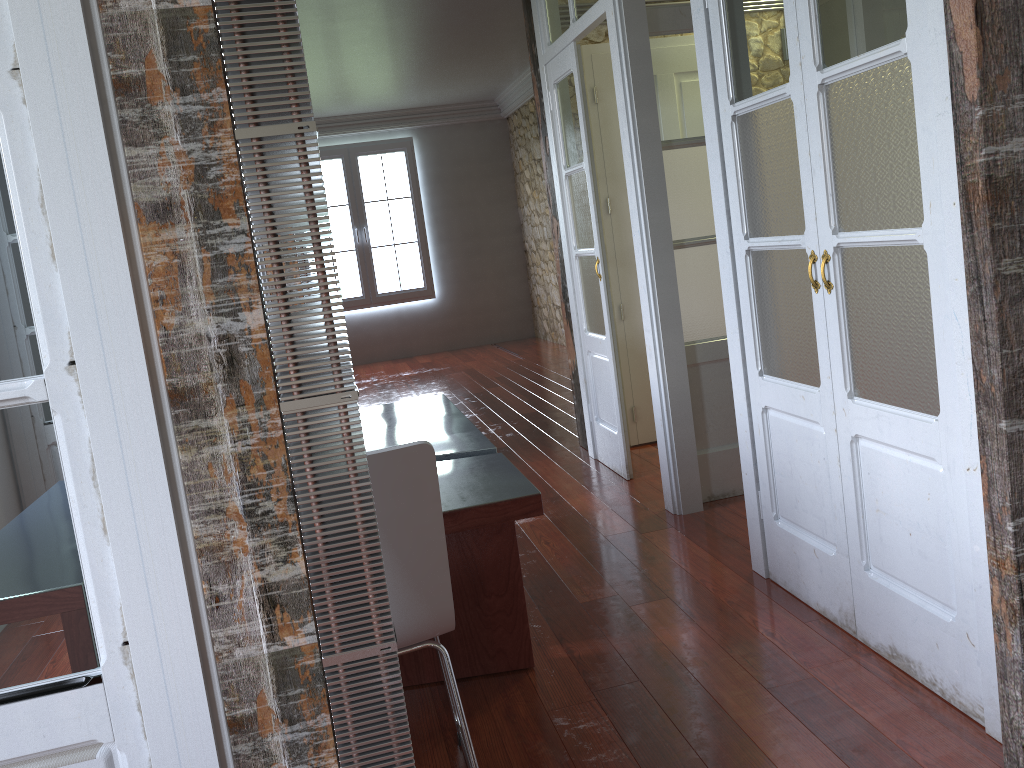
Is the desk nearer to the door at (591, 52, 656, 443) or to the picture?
the door at (591, 52, 656, 443)

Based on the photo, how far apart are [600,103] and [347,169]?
6.24m

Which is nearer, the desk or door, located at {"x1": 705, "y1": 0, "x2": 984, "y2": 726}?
door, located at {"x1": 705, "y1": 0, "x2": 984, "y2": 726}

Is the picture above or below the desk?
above

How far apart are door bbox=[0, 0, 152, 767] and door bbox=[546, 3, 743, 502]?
2.9 meters

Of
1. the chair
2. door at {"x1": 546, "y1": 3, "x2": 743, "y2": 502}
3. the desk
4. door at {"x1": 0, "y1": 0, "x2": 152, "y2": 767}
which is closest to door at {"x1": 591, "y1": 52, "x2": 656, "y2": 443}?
door at {"x1": 546, "y1": 3, "x2": 743, "y2": 502}

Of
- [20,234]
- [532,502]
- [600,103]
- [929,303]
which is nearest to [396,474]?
[532,502]

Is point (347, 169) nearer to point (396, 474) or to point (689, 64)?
point (689, 64)

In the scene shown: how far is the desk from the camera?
2.2 meters

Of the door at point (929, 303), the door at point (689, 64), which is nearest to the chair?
the door at point (929, 303)
